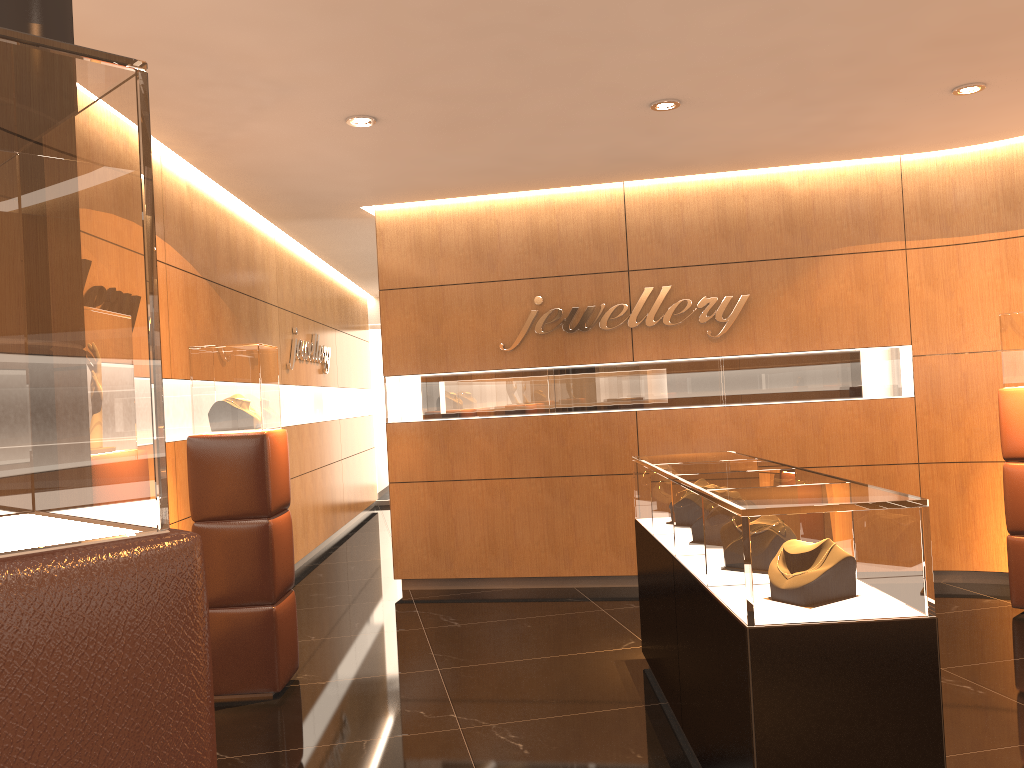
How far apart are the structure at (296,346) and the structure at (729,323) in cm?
257

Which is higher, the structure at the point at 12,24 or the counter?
the structure at the point at 12,24

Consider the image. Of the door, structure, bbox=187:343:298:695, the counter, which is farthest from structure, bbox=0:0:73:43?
the door

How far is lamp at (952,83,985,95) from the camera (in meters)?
5.22

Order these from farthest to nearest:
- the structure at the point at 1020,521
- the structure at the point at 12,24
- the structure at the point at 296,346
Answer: the structure at the point at 296,346 → the structure at the point at 1020,521 → the structure at the point at 12,24

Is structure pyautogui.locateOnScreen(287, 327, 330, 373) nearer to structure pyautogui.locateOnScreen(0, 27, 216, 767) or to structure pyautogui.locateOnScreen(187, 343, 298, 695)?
structure pyautogui.locateOnScreen(187, 343, 298, 695)

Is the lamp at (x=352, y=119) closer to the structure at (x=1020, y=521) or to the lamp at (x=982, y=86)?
the lamp at (x=982, y=86)

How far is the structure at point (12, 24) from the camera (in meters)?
1.64

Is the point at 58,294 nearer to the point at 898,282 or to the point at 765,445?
the point at 765,445

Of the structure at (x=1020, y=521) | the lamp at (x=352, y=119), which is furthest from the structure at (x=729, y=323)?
the lamp at (x=352, y=119)
